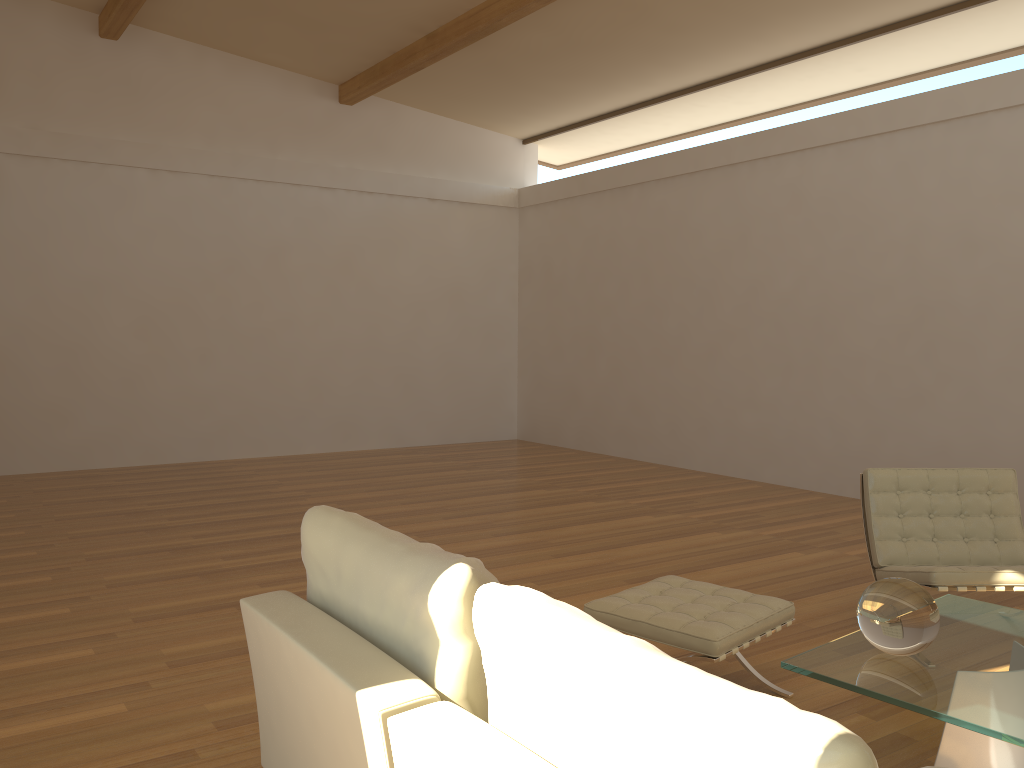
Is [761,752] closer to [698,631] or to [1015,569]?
[698,631]

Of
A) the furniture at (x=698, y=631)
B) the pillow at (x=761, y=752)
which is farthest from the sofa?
the furniture at (x=698, y=631)

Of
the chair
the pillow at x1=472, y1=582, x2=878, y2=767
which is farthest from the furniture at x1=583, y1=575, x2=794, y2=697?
the pillow at x1=472, y1=582, x2=878, y2=767

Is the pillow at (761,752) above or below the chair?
above

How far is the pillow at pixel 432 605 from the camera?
1.7m

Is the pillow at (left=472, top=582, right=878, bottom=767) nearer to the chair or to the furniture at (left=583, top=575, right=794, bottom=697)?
the furniture at (left=583, top=575, right=794, bottom=697)

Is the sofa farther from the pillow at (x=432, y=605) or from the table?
the table

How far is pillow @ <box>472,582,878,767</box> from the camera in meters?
1.1

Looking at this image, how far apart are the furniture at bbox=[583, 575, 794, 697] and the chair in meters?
0.7 m

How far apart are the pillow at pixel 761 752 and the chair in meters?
2.7
